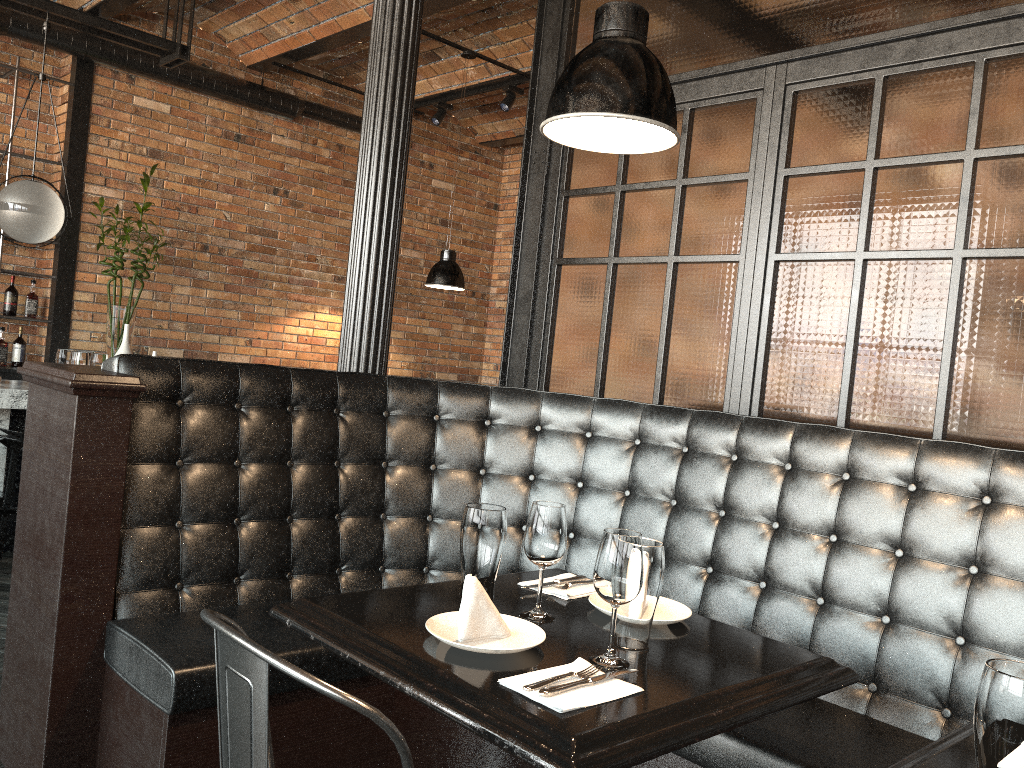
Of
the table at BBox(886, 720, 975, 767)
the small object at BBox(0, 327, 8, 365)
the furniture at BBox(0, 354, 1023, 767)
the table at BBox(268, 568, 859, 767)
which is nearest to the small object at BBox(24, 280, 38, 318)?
the small object at BBox(0, 327, 8, 365)

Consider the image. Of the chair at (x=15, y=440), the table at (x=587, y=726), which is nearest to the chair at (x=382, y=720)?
the table at (x=587, y=726)

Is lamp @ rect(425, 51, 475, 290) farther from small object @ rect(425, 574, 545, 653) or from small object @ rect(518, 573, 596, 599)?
small object @ rect(425, 574, 545, 653)

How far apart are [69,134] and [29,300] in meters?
1.2 m

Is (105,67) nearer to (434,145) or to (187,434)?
(434,145)

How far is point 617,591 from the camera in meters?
1.6

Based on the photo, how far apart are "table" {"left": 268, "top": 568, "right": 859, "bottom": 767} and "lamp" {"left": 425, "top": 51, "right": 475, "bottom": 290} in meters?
4.0 m

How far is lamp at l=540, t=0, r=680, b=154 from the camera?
1.7 meters

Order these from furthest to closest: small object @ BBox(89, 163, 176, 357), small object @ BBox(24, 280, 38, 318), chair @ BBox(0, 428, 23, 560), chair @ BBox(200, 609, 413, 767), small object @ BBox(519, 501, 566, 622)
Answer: small object @ BBox(24, 280, 38, 318) < small object @ BBox(89, 163, 176, 357) < chair @ BBox(0, 428, 23, 560) < small object @ BBox(519, 501, 566, 622) < chair @ BBox(200, 609, 413, 767)

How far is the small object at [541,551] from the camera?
1.8 meters
